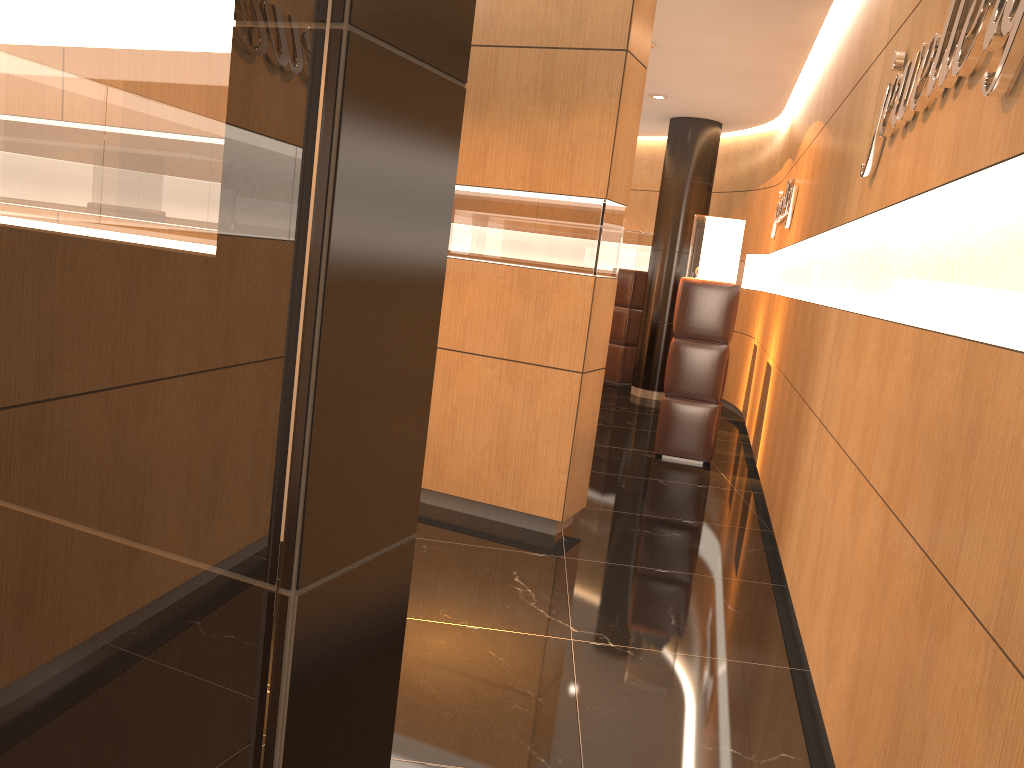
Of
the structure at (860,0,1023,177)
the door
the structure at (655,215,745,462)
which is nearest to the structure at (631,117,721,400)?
the structure at (655,215,745,462)

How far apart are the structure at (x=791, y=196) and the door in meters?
6.4 m

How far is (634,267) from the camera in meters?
11.4

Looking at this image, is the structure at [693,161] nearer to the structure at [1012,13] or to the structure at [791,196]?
the structure at [791,196]

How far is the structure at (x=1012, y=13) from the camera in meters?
1.9

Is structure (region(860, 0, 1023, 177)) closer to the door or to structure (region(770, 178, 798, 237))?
the door

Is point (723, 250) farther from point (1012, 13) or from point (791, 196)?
Result: point (1012, 13)

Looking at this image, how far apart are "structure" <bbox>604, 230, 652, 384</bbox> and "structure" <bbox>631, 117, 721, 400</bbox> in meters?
0.7

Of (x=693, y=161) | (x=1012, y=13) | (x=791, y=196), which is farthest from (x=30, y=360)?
(x=693, y=161)

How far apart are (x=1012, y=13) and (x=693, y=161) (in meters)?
8.54
